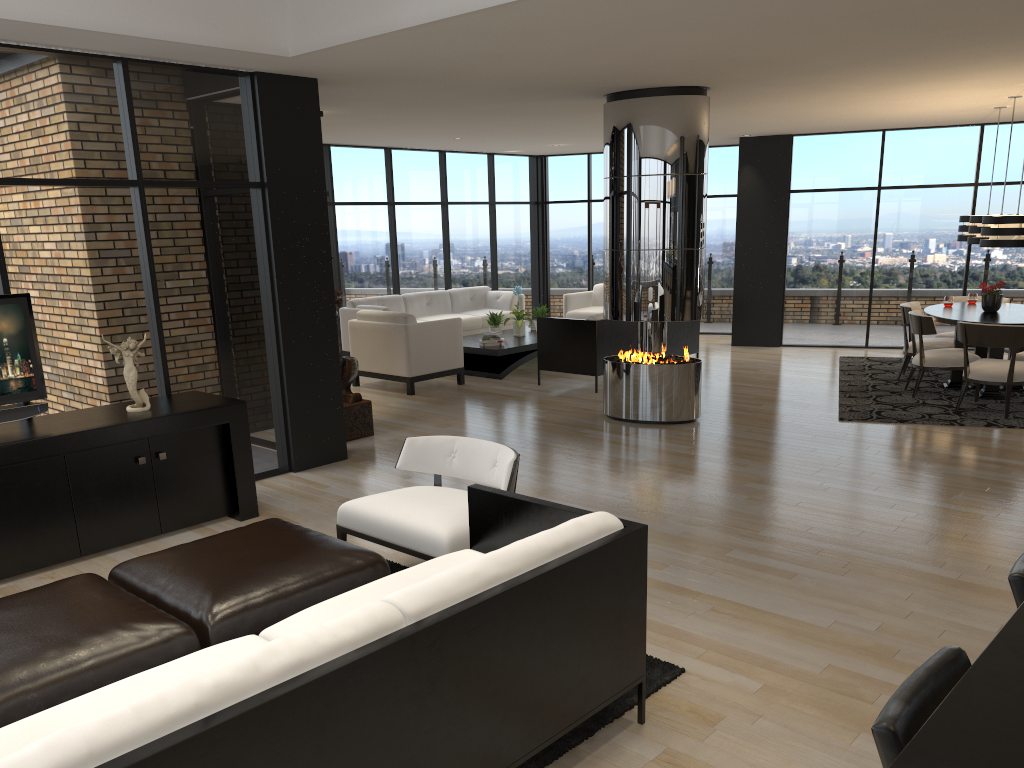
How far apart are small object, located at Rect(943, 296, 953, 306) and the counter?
8.7m

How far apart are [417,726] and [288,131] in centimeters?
495cm

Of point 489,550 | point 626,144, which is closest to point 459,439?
point 489,550

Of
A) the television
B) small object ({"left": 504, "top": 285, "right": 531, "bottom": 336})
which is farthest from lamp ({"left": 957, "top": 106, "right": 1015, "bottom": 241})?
the television

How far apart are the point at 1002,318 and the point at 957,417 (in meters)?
1.25

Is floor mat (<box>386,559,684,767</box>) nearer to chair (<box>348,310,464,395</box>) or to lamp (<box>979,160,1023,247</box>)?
chair (<box>348,310,464,395</box>)

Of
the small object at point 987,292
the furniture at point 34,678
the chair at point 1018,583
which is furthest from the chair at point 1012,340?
the furniture at point 34,678

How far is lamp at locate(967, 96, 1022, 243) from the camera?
8.6 meters

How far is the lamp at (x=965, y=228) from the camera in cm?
939

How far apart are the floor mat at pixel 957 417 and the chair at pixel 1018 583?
5.9 meters
